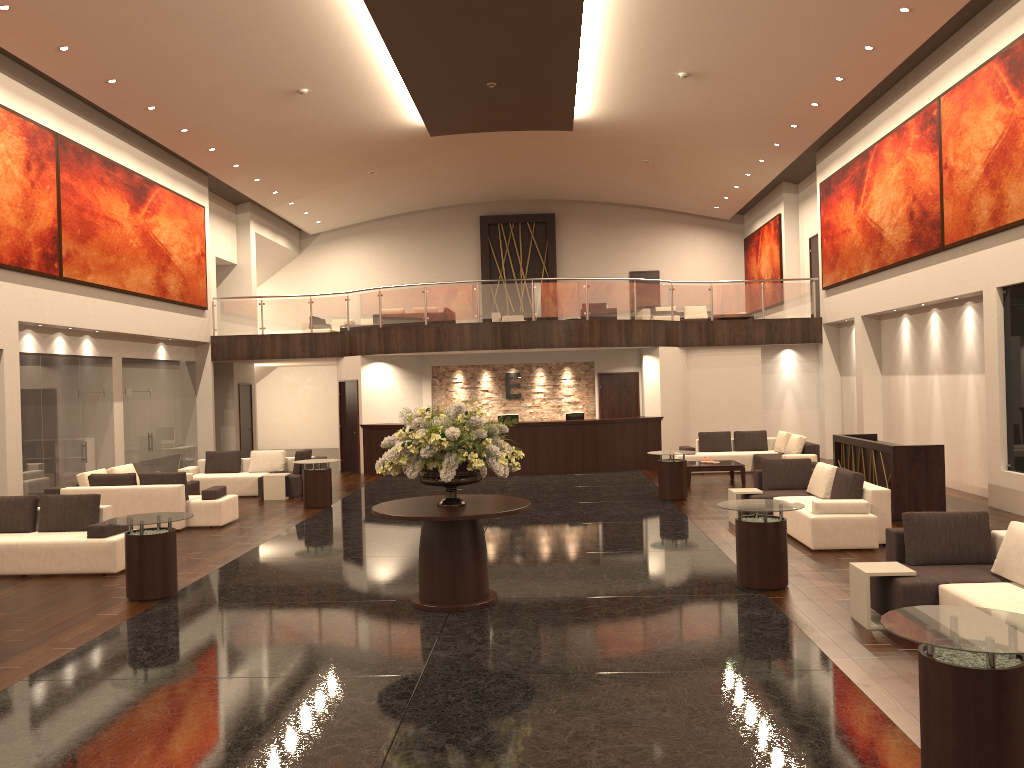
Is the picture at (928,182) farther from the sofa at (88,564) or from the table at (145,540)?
the sofa at (88,564)

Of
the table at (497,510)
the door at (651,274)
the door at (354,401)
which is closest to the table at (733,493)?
the table at (497,510)

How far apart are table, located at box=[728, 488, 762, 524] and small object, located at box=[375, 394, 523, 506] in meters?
4.8 m

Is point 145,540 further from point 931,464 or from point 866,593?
point 931,464

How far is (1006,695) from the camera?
4.15m

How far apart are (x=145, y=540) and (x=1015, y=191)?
11.89m

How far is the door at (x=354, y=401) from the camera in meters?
21.2 m

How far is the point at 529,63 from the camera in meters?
15.9 m

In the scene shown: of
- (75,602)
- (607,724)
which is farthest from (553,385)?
(607,724)

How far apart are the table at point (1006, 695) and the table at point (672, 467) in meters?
10.1 m
